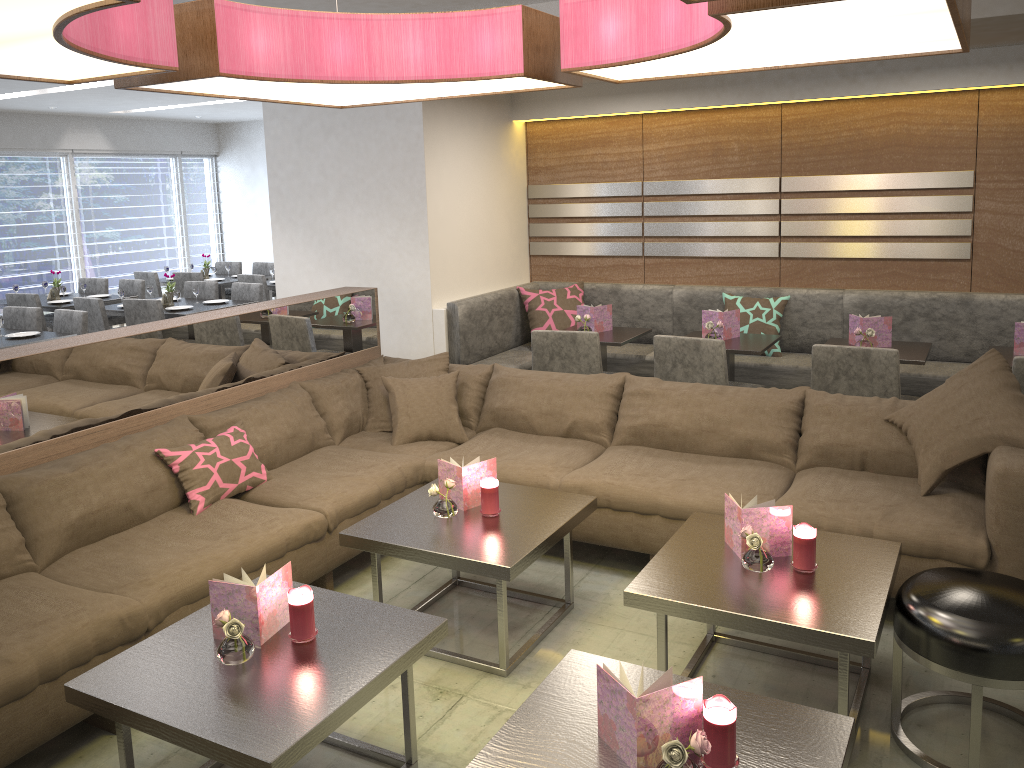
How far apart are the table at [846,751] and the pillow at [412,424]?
1.97m

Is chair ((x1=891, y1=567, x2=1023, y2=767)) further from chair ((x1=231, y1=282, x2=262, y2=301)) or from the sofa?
chair ((x1=231, y1=282, x2=262, y2=301))

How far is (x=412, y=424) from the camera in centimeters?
404cm

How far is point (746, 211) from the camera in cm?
555

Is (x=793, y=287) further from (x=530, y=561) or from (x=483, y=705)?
(x=483, y=705)

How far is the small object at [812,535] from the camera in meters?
2.6 m

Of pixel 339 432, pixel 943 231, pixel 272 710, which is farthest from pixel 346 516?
pixel 943 231

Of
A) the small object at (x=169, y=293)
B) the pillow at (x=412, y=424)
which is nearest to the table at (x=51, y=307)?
the small object at (x=169, y=293)

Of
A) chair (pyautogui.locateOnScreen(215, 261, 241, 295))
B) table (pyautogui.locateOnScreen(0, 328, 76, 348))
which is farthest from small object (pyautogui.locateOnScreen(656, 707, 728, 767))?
chair (pyautogui.locateOnScreen(215, 261, 241, 295))

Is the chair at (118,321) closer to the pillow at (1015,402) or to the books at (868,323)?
the books at (868,323)
